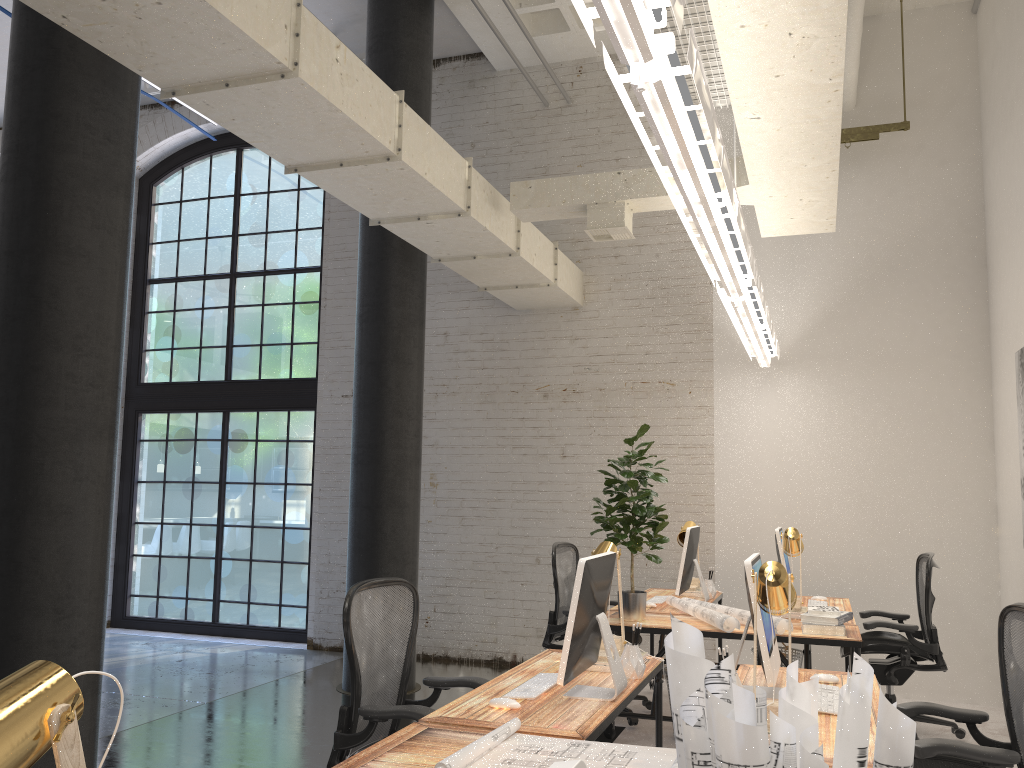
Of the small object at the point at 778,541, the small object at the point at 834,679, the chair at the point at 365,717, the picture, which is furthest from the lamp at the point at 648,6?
the chair at the point at 365,717

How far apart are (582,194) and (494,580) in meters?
3.6

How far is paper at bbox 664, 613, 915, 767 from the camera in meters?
1.4 m

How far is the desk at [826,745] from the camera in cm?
250

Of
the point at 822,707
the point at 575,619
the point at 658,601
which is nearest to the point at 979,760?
the point at 822,707

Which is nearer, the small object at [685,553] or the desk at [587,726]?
the desk at [587,726]

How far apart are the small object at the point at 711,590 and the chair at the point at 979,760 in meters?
2.7 m

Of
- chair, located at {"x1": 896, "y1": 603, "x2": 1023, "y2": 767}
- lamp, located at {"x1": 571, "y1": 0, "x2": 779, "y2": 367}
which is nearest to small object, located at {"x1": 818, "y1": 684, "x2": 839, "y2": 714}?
chair, located at {"x1": 896, "y1": 603, "x2": 1023, "y2": 767}

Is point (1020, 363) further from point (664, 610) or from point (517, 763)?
point (517, 763)

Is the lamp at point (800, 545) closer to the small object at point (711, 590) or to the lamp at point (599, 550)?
the small object at point (711, 590)
